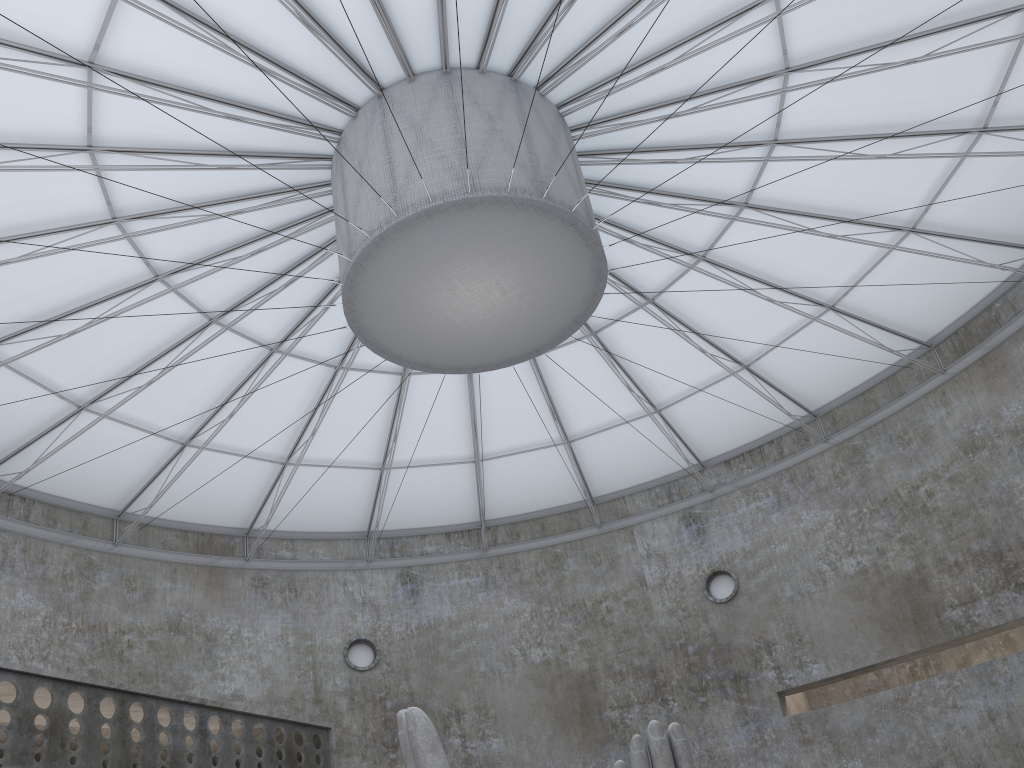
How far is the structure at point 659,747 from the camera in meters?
14.8 m

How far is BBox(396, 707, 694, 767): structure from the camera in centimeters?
1483cm

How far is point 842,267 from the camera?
30.4m
